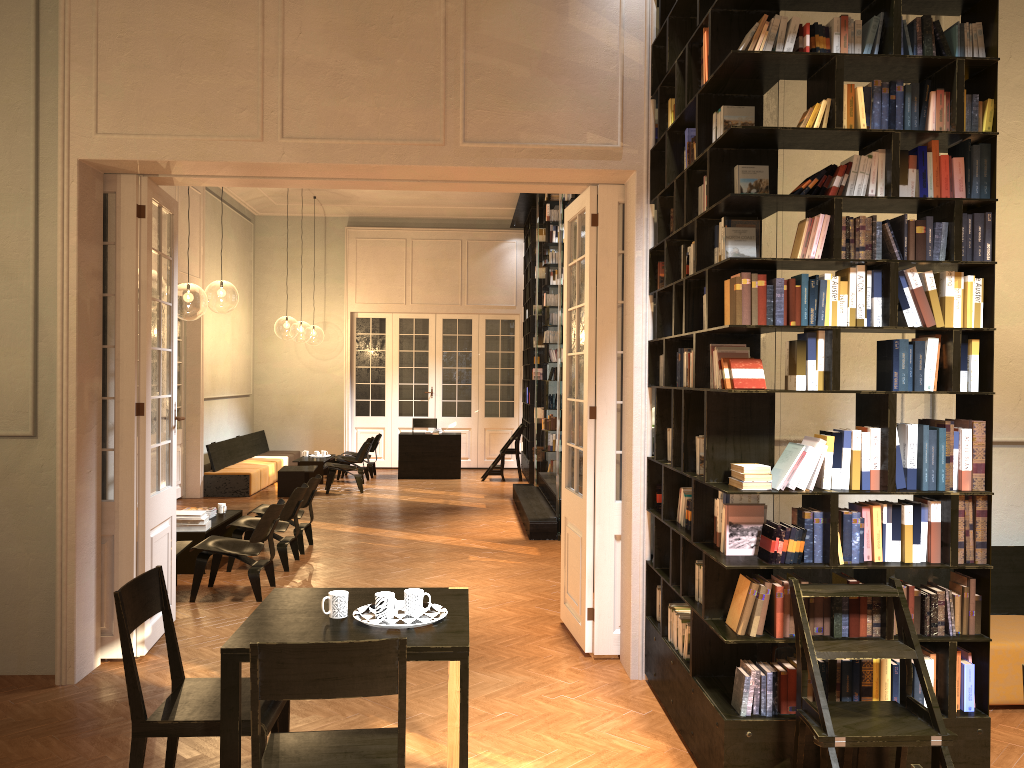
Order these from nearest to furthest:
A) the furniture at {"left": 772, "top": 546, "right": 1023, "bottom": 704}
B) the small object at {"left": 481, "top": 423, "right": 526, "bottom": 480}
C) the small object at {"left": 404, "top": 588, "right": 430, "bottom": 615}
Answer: the small object at {"left": 404, "top": 588, "right": 430, "bottom": 615} → the furniture at {"left": 772, "top": 546, "right": 1023, "bottom": 704} → the small object at {"left": 481, "top": 423, "right": 526, "bottom": 480}

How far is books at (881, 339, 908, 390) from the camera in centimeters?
399cm

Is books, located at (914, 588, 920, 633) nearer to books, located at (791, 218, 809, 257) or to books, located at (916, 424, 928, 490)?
books, located at (916, 424, 928, 490)

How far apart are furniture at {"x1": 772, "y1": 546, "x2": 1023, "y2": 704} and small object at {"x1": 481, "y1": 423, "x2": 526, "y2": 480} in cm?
1085

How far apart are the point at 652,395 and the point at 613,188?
1.4m

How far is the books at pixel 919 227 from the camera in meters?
4.0 m

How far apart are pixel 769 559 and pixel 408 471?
12.9 meters

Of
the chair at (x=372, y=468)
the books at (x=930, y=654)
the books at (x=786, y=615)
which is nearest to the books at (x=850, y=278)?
the books at (x=786, y=615)

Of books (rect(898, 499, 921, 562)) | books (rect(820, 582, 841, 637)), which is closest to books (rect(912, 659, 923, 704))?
books (rect(820, 582, 841, 637))

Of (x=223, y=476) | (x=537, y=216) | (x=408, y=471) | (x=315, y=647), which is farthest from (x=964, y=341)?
(x=408, y=471)
